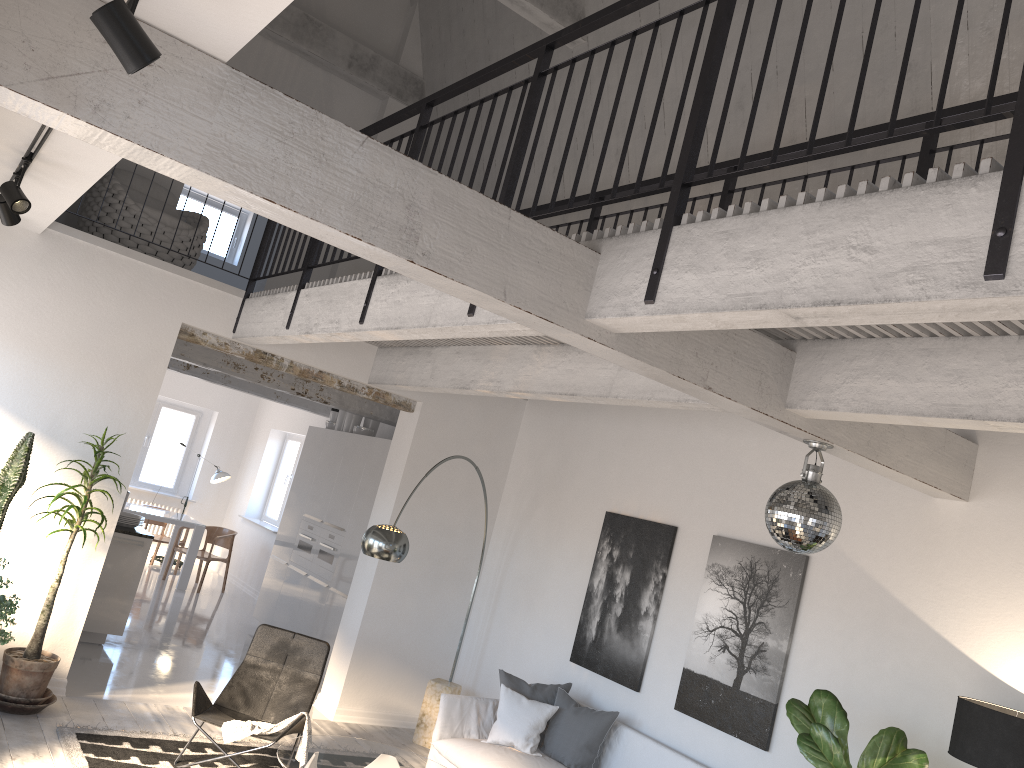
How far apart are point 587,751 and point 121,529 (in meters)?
4.43

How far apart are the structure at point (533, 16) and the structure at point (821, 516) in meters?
4.4 m

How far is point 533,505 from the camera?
7.71m

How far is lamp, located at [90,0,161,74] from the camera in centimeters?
191cm

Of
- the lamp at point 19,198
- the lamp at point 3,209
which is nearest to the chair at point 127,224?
the lamp at point 3,209

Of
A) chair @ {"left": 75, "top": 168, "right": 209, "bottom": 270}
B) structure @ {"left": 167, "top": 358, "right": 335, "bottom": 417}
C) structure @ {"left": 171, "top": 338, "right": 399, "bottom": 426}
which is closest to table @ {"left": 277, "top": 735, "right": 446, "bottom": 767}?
chair @ {"left": 75, "top": 168, "right": 209, "bottom": 270}

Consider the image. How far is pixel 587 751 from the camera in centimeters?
592cm

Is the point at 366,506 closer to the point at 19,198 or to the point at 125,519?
the point at 125,519

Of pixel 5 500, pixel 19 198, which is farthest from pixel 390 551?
pixel 19 198

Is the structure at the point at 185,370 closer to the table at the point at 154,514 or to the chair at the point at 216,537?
the table at the point at 154,514
